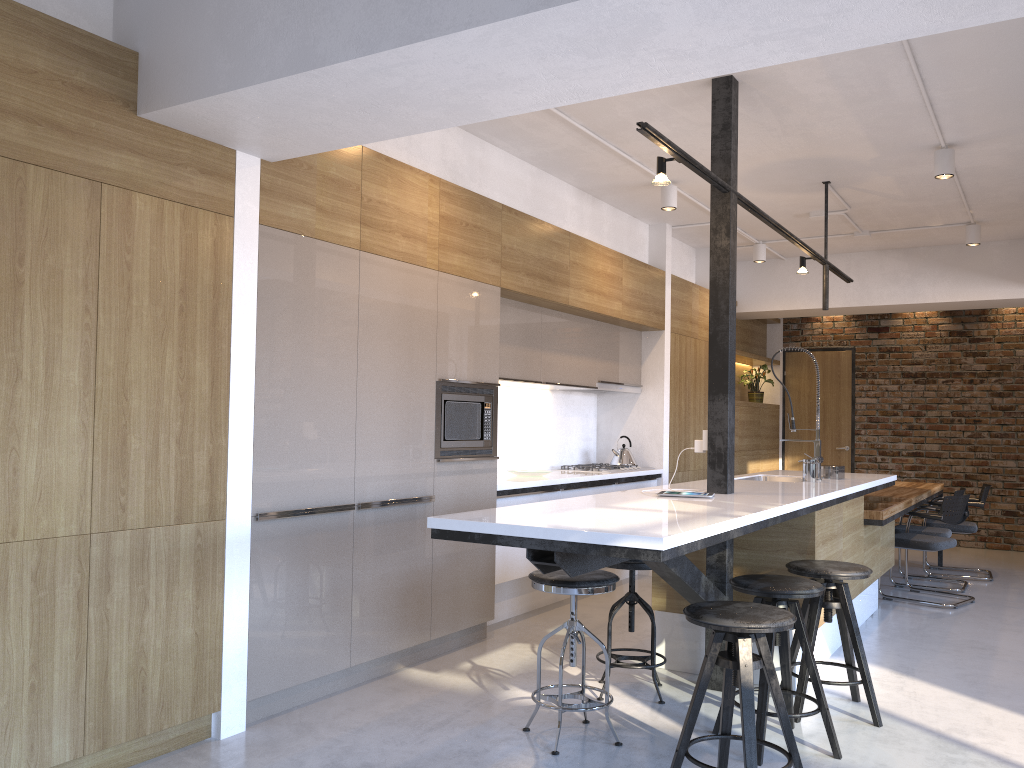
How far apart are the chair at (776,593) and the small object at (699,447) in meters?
0.9 m

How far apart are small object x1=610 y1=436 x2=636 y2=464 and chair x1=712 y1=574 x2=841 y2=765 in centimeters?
354cm

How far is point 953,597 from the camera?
6.5 meters

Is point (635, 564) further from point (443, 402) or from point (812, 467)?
point (812, 467)

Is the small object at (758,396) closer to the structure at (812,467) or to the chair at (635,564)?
the structure at (812,467)

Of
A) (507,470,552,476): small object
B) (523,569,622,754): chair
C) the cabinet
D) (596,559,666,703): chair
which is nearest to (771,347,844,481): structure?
the cabinet

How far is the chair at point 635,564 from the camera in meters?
3.9 m

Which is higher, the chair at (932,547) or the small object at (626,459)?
the small object at (626,459)

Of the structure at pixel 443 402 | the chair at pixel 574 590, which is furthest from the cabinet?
the chair at pixel 574 590

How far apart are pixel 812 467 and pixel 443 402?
2.2 meters
